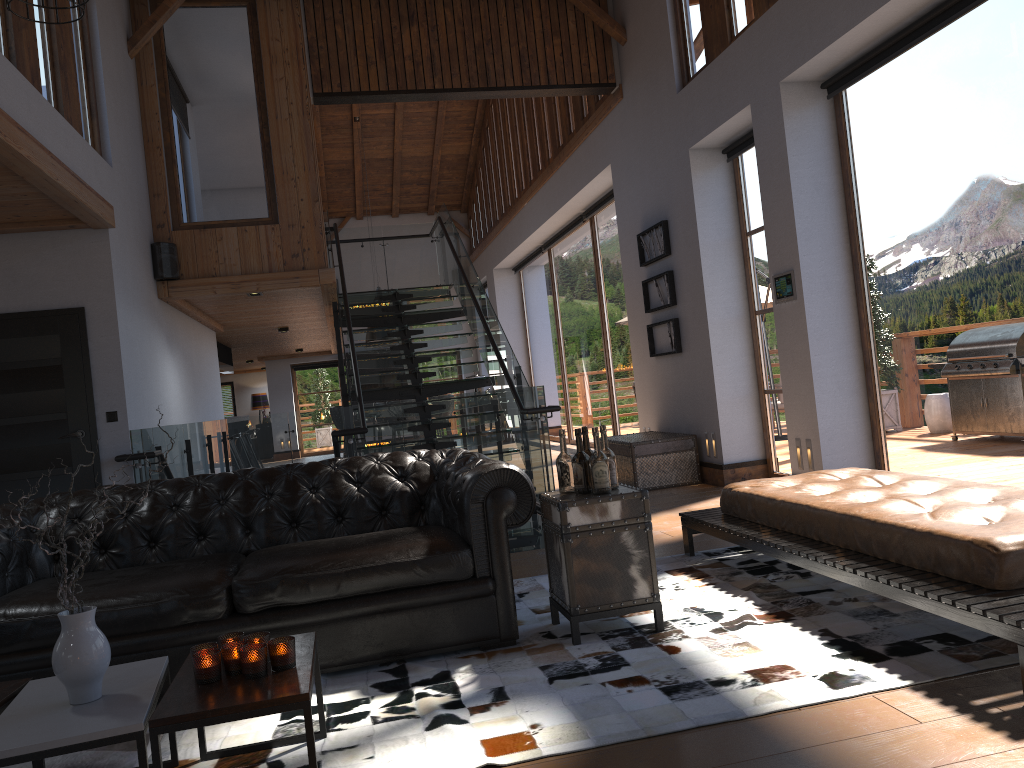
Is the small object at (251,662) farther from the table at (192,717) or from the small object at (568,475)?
the small object at (568,475)

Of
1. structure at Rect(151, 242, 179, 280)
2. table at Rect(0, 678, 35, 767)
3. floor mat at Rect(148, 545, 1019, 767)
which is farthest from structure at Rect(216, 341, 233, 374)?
table at Rect(0, 678, 35, 767)

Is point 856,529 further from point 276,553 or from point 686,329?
point 686,329

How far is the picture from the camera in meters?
8.6 m

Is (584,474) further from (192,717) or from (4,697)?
(4,697)

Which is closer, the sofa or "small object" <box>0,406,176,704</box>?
"small object" <box>0,406,176,704</box>

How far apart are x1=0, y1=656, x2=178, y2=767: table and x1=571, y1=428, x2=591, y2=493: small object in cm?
179

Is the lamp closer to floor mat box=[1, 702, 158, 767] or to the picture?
the picture

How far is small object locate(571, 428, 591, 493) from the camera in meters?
3.9 m

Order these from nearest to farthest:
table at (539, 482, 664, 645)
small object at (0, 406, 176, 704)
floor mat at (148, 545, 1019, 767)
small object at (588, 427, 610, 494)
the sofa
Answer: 1. small object at (0, 406, 176, 704)
2. floor mat at (148, 545, 1019, 767)
3. the sofa
4. table at (539, 482, 664, 645)
5. small object at (588, 427, 610, 494)
